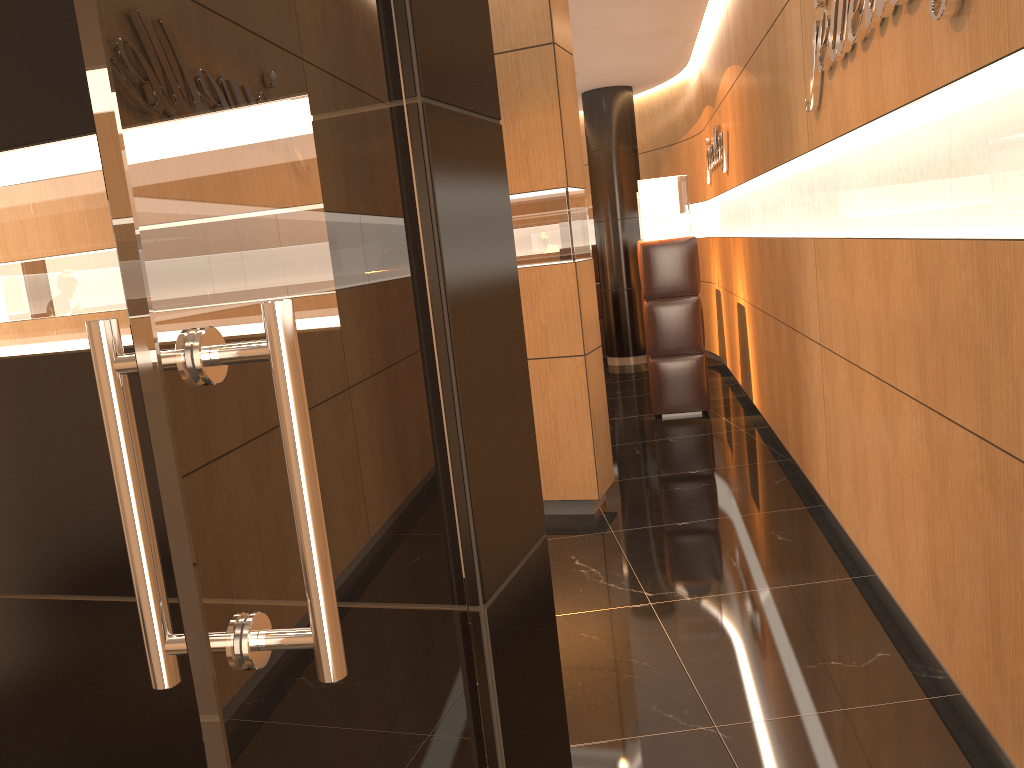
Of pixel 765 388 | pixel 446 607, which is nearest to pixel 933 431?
pixel 446 607

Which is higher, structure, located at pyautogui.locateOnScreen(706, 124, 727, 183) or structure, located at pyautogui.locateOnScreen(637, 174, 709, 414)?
structure, located at pyautogui.locateOnScreen(706, 124, 727, 183)

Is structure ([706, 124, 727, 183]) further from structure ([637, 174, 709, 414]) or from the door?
the door

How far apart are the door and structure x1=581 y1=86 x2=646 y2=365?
9.44m

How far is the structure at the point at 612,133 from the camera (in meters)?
10.48

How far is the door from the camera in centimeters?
66cm

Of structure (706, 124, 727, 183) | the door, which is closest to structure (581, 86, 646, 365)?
structure (706, 124, 727, 183)

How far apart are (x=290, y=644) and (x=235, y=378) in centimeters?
23cm

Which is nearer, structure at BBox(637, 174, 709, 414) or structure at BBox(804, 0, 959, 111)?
structure at BBox(804, 0, 959, 111)

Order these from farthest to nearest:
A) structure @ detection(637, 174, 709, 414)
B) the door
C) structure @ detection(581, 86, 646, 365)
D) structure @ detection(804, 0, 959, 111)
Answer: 1. structure @ detection(581, 86, 646, 365)
2. structure @ detection(637, 174, 709, 414)
3. structure @ detection(804, 0, 959, 111)
4. the door
